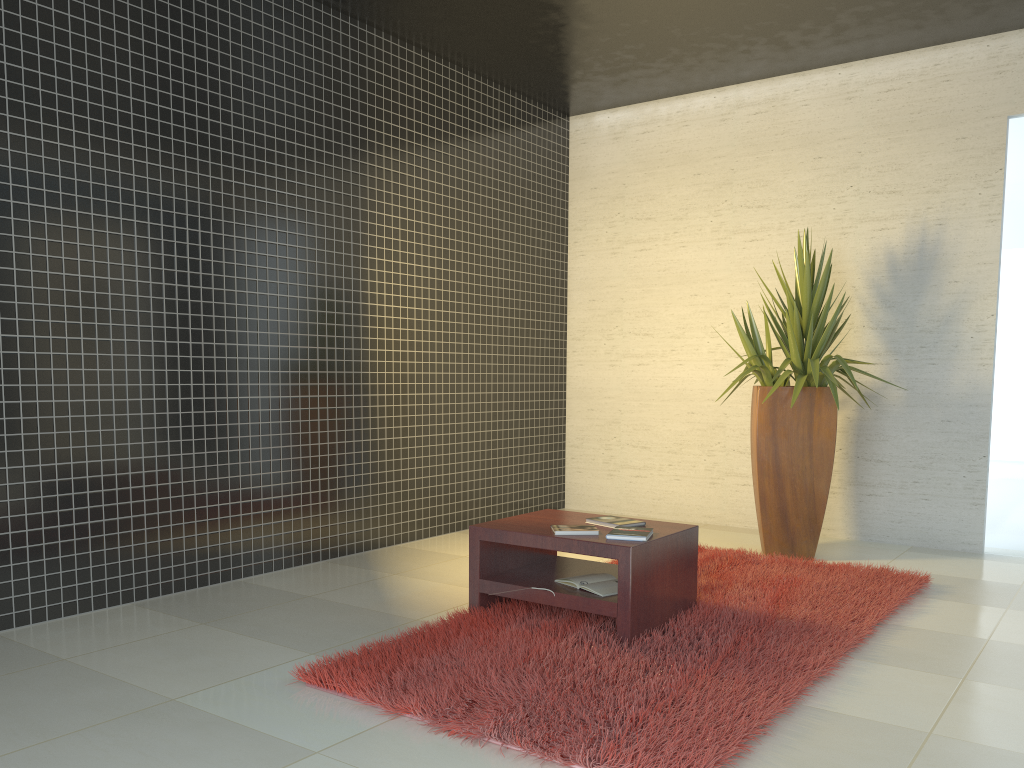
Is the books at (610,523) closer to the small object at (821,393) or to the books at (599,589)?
the books at (599,589)

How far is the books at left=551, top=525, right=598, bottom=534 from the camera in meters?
3.8 m

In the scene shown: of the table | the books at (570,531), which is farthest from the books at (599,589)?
the books at (570,531)

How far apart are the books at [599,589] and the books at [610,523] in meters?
0.2

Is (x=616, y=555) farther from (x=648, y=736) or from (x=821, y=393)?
(x=821, y=393)

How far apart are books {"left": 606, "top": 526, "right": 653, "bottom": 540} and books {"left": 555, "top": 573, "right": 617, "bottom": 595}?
0.23m

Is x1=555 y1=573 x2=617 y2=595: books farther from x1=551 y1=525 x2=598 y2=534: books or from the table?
x1=551 y1=525 x2=598 y2=534: books

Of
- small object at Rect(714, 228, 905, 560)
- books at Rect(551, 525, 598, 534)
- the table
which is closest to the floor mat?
the table

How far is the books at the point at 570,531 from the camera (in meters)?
3.80

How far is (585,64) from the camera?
6.4 meters
